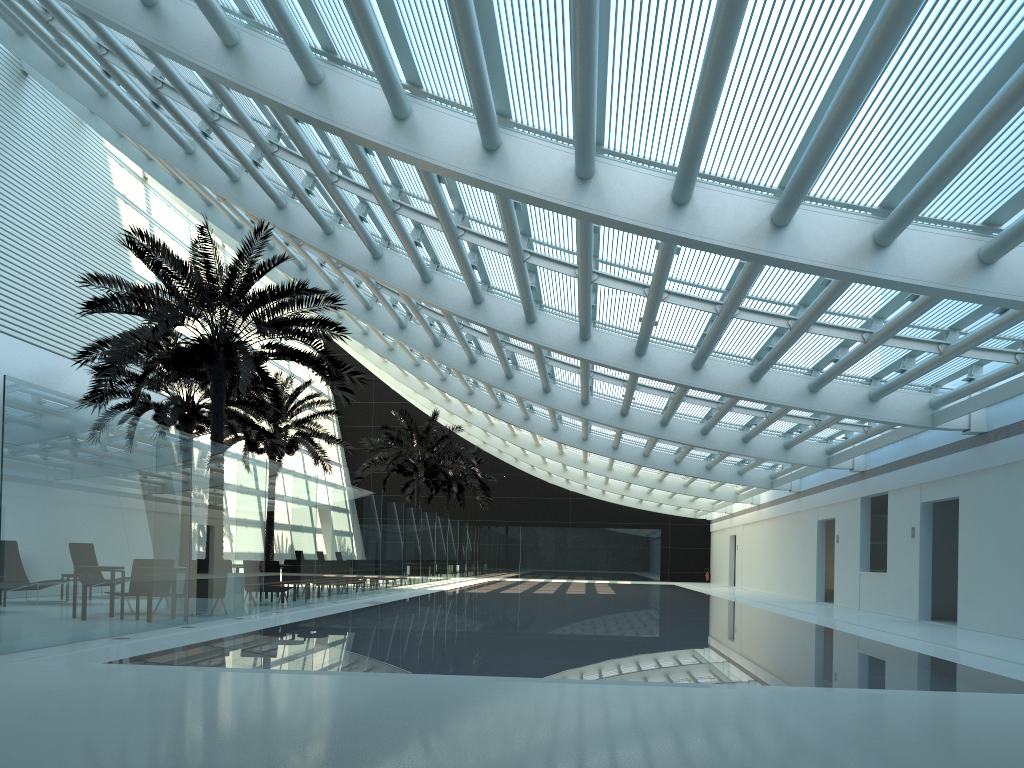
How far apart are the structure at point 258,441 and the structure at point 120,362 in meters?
7.5 m

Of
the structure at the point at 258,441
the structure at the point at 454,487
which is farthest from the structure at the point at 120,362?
the structure at the point at 454,487

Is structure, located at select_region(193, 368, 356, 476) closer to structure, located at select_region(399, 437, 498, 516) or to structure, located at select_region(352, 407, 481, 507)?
structure, located at select_region(352, 407, 481, 507)

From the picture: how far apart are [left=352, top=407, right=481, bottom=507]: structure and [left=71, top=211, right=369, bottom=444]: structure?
14.6 meters

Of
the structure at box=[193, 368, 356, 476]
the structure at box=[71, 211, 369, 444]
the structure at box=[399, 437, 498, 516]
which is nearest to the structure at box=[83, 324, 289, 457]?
the structure at box=[193, 368, 356, 476]

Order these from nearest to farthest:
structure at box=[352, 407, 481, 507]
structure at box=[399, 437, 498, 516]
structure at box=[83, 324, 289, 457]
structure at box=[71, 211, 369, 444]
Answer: structure at box=[71, 211, 369, 444] < structure at box=[83, 324, 289, 457] < structure at box=[352, 407, 481, 507] < structure at box=[399, 437, 498, 516]

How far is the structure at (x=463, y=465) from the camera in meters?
32.9 m

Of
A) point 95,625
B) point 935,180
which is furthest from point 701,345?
point 95,625

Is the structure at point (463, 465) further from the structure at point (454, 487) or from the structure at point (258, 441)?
the structure at point (454, 487)

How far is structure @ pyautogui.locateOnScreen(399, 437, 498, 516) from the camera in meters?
40.9 m
